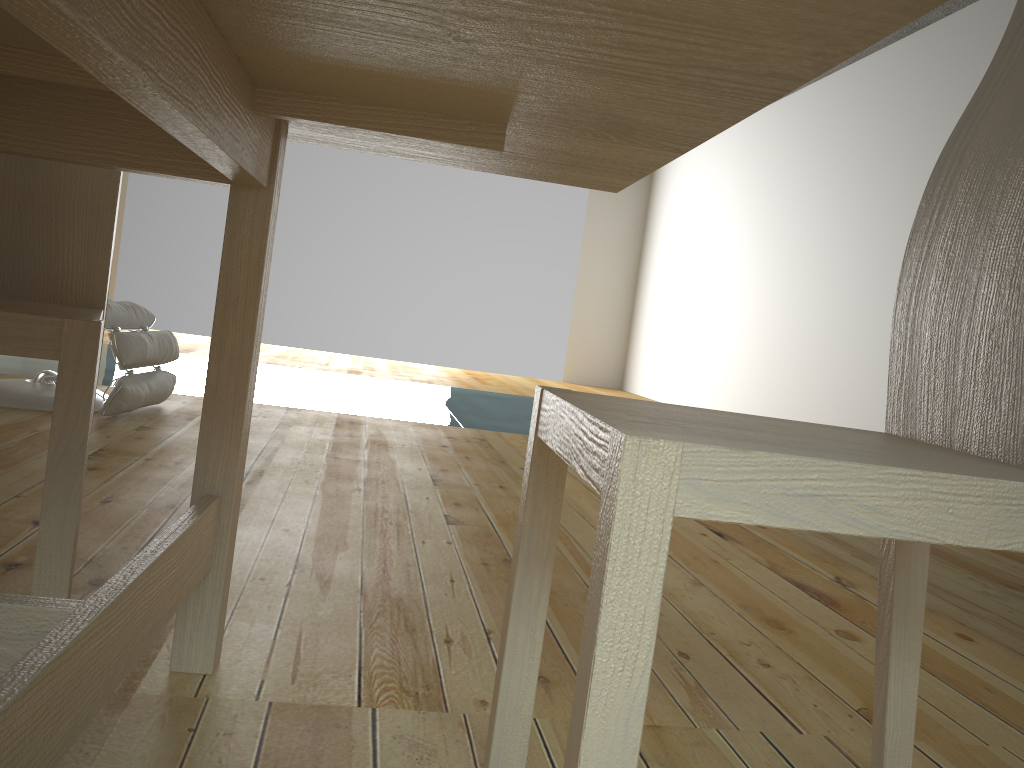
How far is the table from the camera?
0.59m

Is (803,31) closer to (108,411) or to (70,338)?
(70,338)

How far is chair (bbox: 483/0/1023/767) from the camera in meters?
0.6

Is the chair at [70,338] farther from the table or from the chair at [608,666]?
the chair at [608,666]

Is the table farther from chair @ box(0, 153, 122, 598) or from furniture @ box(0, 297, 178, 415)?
furniture @ box(0, 297, 178, 415)

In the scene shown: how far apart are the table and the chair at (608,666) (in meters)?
0.26

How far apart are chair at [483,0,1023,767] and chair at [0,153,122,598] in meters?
0.5 m

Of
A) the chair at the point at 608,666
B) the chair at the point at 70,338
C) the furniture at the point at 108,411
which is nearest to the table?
the chair at the point at 70,338

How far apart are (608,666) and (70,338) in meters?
0.8 m

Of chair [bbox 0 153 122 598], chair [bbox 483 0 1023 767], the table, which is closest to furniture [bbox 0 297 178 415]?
chair [bbox 0 153 122 598]
